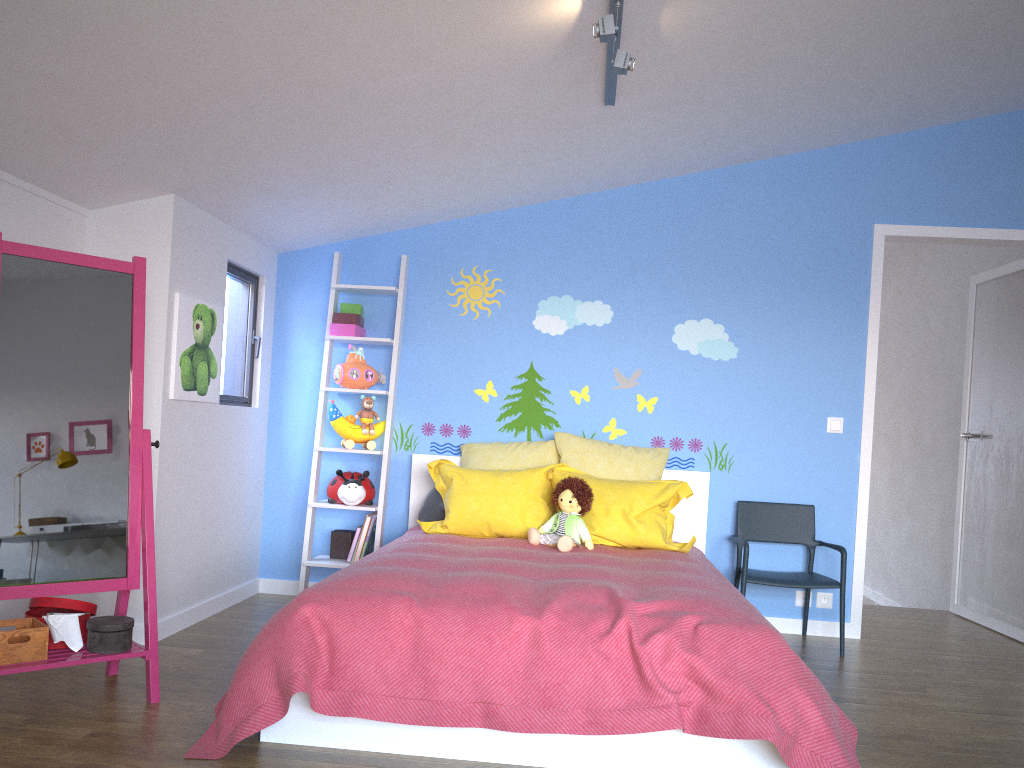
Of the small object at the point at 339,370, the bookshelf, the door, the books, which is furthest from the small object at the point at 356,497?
the door

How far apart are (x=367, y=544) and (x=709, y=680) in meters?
2.4 m

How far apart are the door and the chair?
0.24m

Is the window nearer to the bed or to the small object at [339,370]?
the small object at [339,370]

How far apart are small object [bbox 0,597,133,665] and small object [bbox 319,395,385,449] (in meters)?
1.63

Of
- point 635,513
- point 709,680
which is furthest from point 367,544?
point 709,680

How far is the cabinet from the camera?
3.2 meters

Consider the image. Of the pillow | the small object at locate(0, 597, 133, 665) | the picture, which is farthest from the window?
the small object at locate(0, 597, 133, 665)

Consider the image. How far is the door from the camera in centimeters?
455cm

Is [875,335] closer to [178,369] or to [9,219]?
[178,369]
